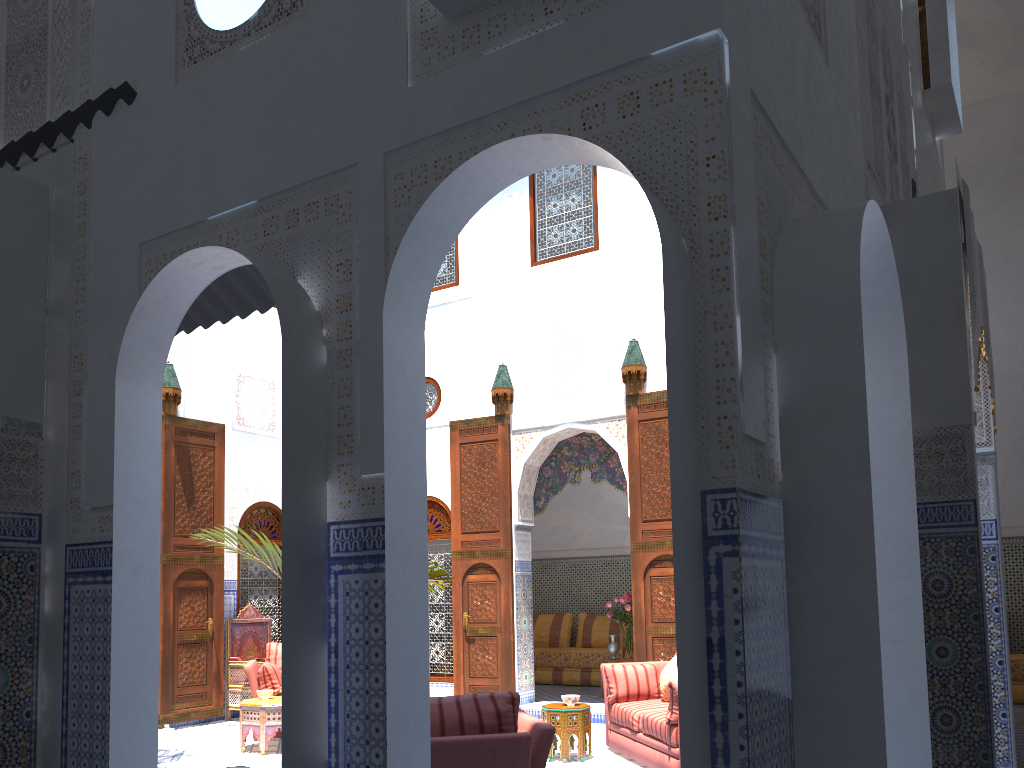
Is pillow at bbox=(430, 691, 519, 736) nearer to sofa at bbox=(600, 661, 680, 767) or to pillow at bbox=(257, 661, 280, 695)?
sofa at bbox=(600, 661, 680, 767)

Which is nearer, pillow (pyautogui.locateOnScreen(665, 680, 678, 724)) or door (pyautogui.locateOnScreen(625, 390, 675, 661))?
pillow (pyautogui.locateOnScreen(665, 680, 678, 724))

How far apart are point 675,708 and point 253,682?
3.1 meters

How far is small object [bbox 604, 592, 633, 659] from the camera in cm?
741

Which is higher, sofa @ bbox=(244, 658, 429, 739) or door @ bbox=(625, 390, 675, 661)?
door @ bbox=(625, 390, 675, 661)

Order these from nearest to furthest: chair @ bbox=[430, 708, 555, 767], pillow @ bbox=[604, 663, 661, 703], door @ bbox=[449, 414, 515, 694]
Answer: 1. chair @ bbox=[430, 708, 555, 767]
2. pillow @ bbox=[604, 663, 661, 703]
3. door @ bbox=[449, 414, 515, 694]

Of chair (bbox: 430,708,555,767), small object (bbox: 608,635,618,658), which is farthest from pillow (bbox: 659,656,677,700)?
small object (bbox: 608,635,618,658)

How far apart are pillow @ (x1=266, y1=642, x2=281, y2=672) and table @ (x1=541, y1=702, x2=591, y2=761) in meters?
2.3 m

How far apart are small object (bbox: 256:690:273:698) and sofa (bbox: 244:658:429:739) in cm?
25

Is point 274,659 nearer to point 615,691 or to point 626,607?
point 615,691
